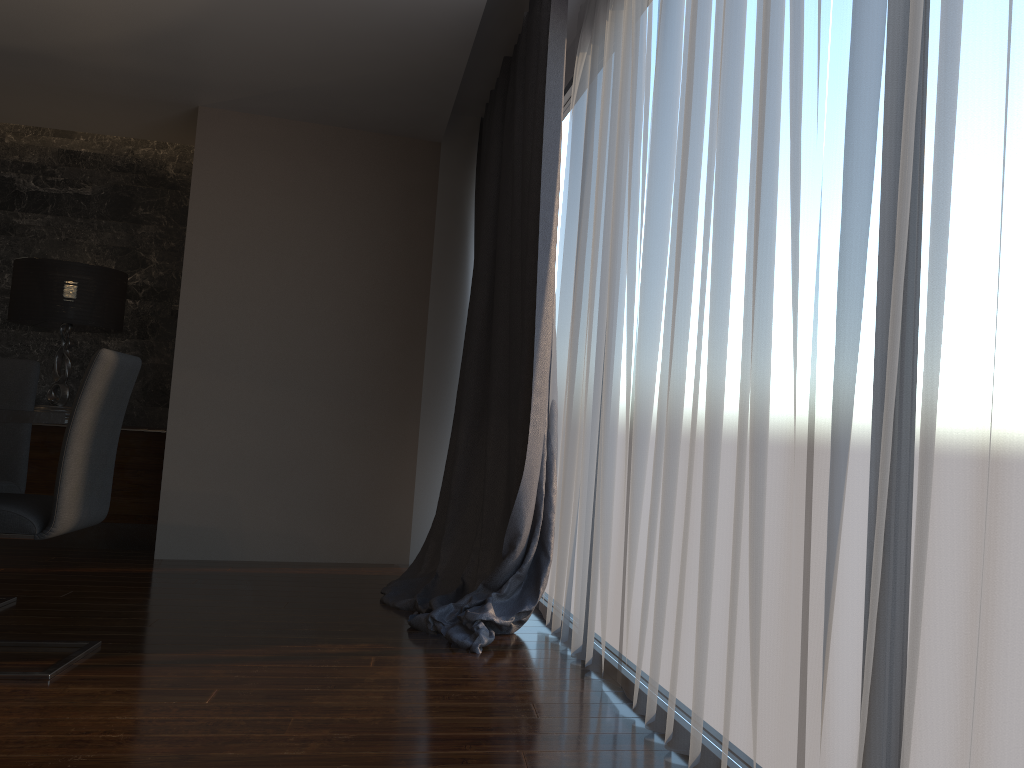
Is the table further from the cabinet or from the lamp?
the lamp

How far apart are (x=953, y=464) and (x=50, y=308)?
5.26m

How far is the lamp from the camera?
5.26m

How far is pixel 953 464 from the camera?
1.26m

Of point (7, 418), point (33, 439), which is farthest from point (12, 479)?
point (33, 439)

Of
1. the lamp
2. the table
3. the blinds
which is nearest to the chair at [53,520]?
the table

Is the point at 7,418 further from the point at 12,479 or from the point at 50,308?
the point at 50,308

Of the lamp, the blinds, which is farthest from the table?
the lamp

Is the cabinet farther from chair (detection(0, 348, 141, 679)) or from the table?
chair (detection(0, 348, 141, 679))

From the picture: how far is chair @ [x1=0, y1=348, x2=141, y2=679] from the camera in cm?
268
